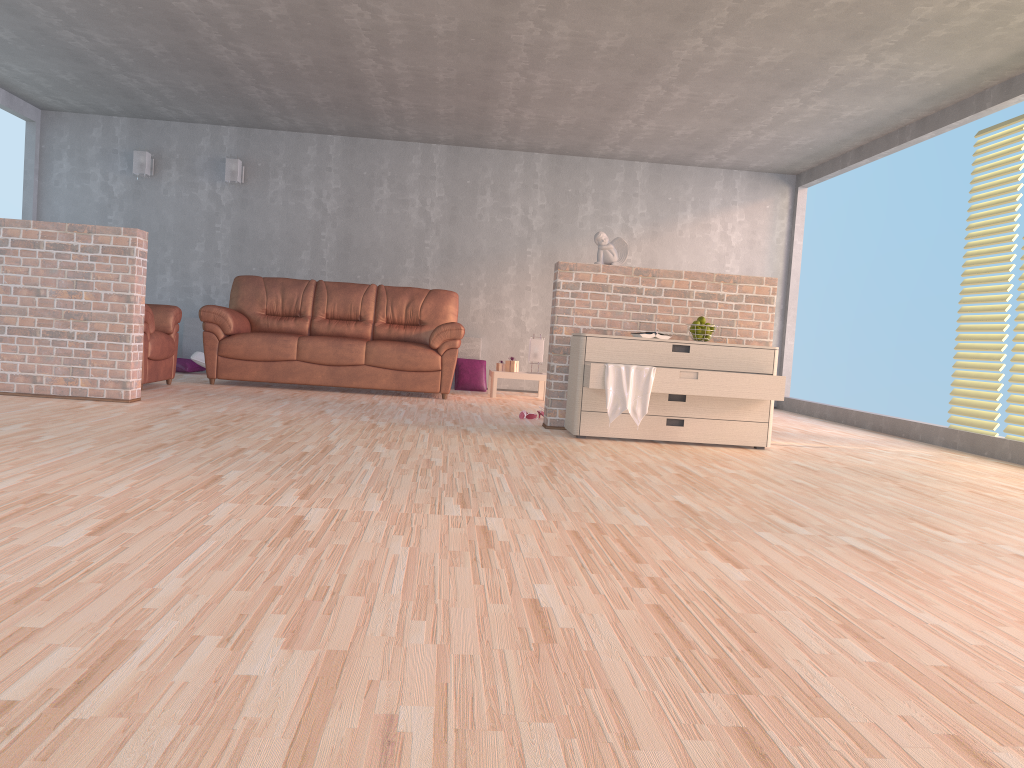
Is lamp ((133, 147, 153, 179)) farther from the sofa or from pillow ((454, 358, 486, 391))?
pillow ((454, 358, 486, 391))

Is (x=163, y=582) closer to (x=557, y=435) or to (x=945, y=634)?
(x=945, y=634)

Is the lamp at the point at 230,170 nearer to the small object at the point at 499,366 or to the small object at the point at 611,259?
the small object at the point at 499,366

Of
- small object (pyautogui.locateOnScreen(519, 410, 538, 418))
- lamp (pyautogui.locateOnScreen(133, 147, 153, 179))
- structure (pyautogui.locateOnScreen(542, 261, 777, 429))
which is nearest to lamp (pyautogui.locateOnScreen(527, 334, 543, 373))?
small object (pyautogui.locateOnScreen(519, 410, 538, 418))

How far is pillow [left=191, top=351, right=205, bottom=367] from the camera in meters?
8.4

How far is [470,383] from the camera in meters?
8.8

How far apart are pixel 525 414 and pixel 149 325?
2.8 meters

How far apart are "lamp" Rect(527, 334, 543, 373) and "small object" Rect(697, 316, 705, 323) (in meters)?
3.01

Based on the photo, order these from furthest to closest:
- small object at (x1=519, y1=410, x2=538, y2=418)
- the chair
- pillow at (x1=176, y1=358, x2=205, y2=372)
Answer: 1. pillow at (x1=176, y1=358, x2=205, y2=372)
2. the chair
3. small object at (x1=519, y1=410, x2=538, y2=418)

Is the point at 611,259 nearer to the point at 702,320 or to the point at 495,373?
the point at 702,320
